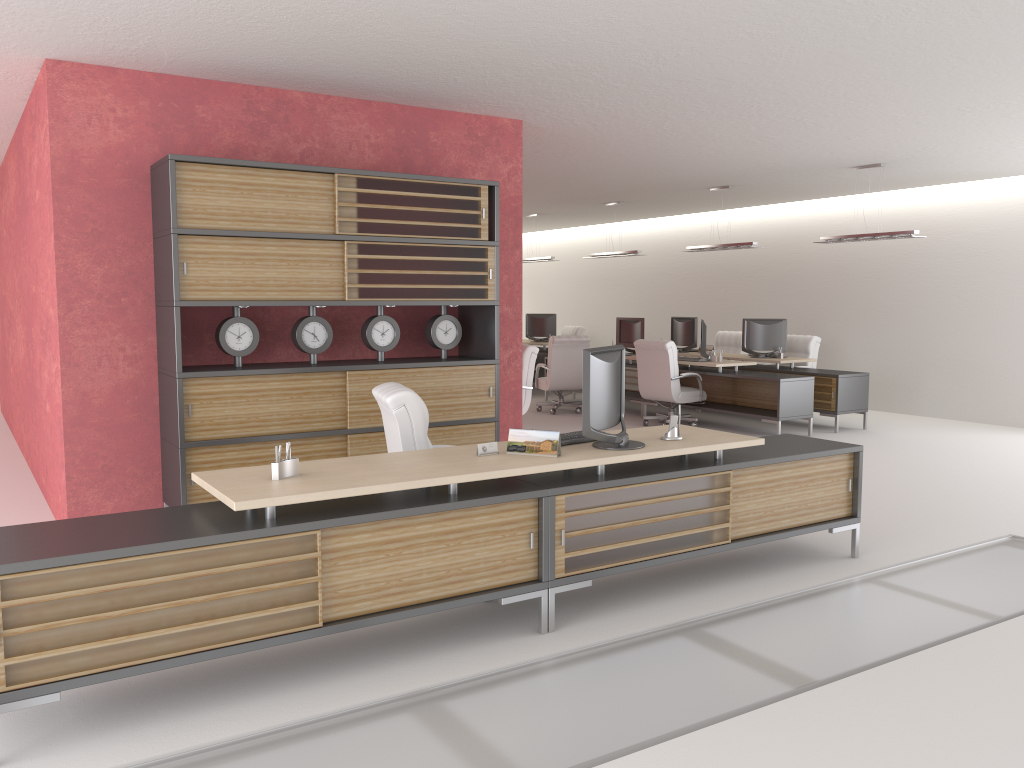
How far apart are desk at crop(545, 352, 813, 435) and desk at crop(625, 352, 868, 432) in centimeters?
70cm

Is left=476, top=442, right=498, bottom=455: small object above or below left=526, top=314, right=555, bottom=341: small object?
below

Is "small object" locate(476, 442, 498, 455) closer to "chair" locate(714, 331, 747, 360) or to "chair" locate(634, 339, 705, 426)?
"chair" locate(634, 339, 705, 426)

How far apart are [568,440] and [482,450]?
0.8 meters

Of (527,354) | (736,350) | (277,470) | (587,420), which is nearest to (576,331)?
(736,350)

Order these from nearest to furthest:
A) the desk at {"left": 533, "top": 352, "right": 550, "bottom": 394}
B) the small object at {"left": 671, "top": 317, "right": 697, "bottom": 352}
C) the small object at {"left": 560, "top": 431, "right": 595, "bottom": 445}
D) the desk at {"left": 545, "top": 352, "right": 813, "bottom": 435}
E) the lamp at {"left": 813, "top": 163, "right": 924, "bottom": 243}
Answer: the small object at {"left": 560, "top": 431, "right": 595, "bottom": 445}
the lamp at {"left": 813, "top": 163, "right": 924, "bottom": 243}
the desk at {"left": 545, "top": 352, "right": 813, "bottom": 435}
the small object at {"left": 671, "top": 317, "right": 697, "bottom": 352}
the desk at {"left": 533, "top": 352, "right": 550, "bottom": 394}

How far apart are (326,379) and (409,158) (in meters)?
2.88

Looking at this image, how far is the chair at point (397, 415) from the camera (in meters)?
7.10

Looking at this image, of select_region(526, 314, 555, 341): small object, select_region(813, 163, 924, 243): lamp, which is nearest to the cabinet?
select_region(813, 163, 924, 243): lamp

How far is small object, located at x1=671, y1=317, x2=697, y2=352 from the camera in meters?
19.3 m
